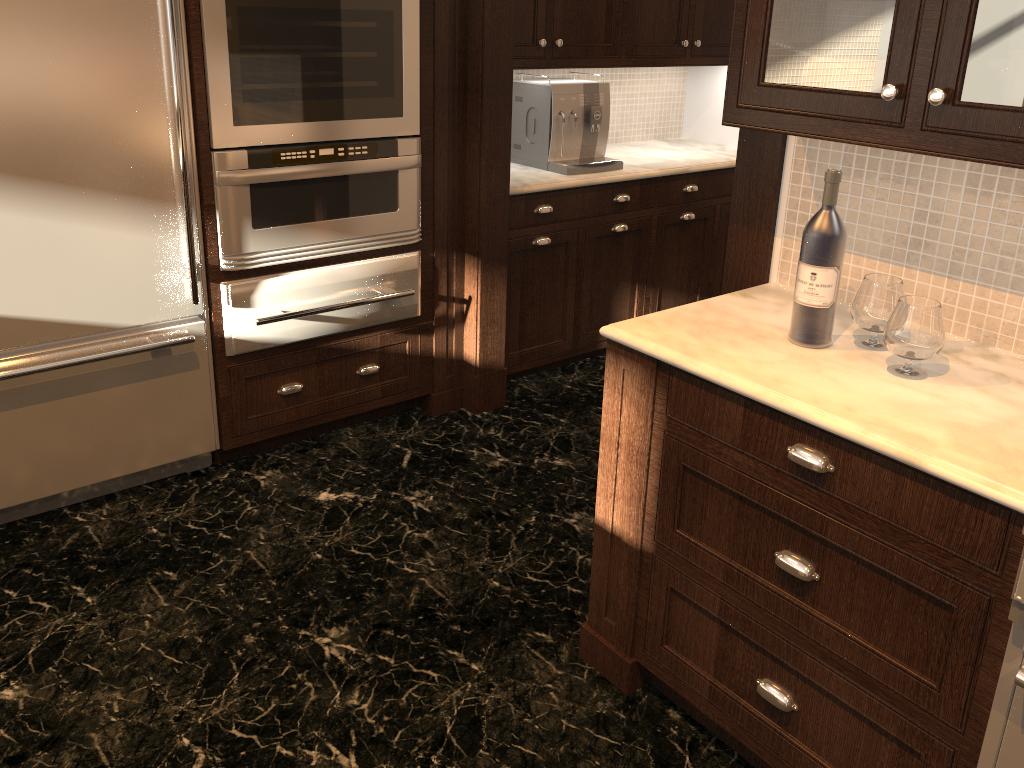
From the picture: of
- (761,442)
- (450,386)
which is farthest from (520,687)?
(450,386)

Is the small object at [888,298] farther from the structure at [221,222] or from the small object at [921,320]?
the structure at [221,222]

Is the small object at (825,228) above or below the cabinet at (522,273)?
above

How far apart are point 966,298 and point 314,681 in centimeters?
179cm

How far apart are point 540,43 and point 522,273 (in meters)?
0.94

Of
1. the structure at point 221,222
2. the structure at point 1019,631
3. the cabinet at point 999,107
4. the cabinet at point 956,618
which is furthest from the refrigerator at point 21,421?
the structure at point 1019,631

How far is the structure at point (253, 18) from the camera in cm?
264

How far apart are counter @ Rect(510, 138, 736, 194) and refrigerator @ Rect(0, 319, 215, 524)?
1.3m

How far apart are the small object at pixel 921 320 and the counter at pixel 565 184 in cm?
194

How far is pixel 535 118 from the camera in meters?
3.8
